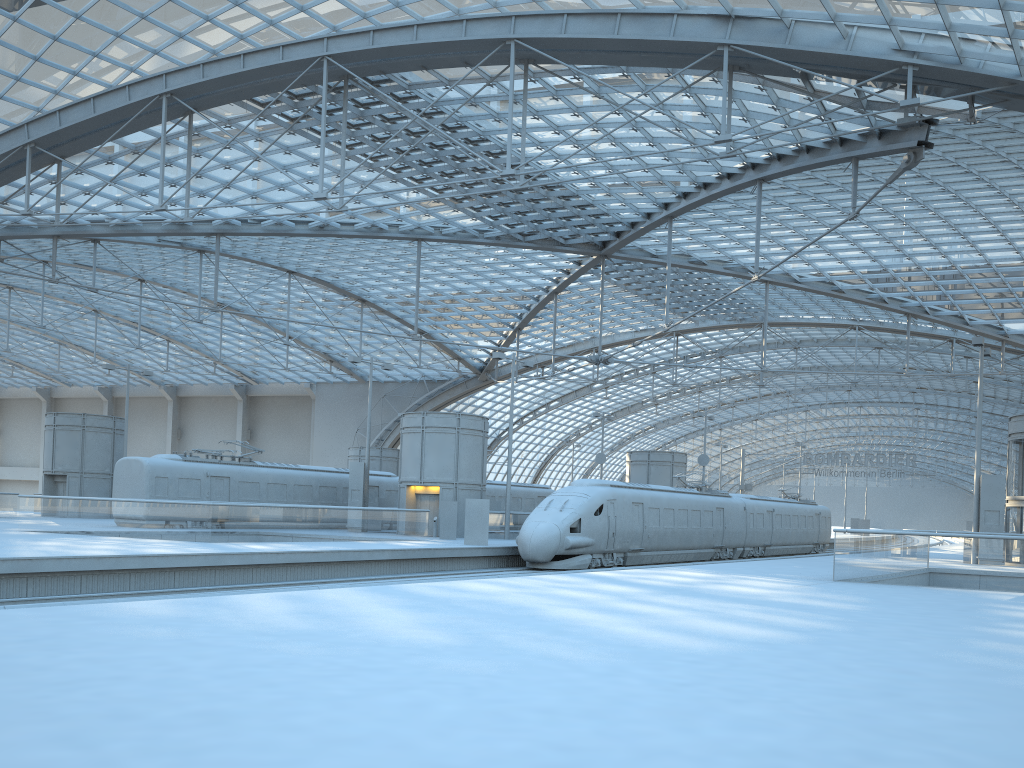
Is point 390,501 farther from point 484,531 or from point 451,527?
point 484,531

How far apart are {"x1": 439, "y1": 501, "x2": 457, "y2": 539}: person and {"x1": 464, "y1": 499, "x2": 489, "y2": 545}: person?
4.3m

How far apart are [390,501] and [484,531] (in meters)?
13.96

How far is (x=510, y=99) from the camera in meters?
28.2 m

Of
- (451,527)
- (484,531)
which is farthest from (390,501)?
(484,531)

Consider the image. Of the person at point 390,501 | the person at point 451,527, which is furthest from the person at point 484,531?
the person at point 390,501

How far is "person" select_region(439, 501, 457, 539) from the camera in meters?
35.4

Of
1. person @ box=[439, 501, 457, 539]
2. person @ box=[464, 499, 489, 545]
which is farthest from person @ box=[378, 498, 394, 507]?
person @ box=[464, 499, 489, 545]

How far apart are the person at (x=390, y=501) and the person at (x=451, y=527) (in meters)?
9.17

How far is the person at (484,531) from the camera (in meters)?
31.13
